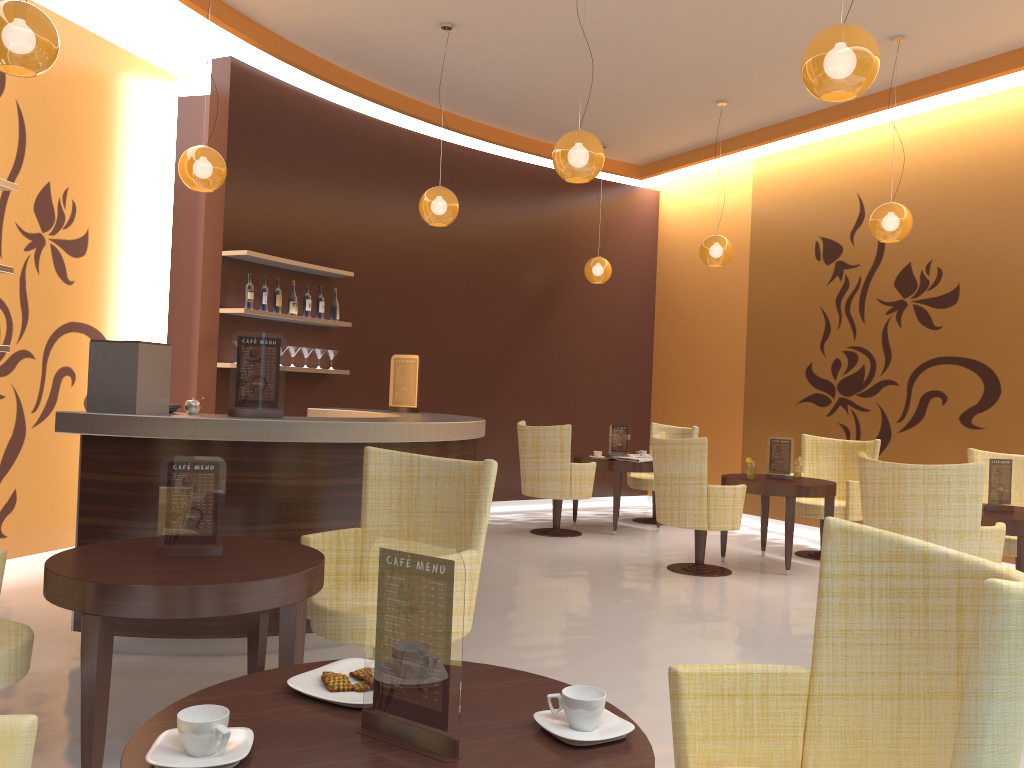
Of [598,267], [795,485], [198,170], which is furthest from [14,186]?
[598,267]

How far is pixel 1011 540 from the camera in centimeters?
577cm

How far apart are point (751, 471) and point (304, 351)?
3.8 meters

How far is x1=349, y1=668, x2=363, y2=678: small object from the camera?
1.8 meters

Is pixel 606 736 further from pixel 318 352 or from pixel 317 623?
pixel 318 352

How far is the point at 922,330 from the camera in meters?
7.7

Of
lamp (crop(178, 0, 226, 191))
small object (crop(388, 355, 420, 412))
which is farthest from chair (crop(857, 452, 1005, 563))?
lamp (crop(178, 0, 226, 191))

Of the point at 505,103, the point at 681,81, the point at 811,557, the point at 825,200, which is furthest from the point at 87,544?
the point at 825,200

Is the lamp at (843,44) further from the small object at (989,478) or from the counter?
the small object at (989,478)

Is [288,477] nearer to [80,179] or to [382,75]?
[80,179]
